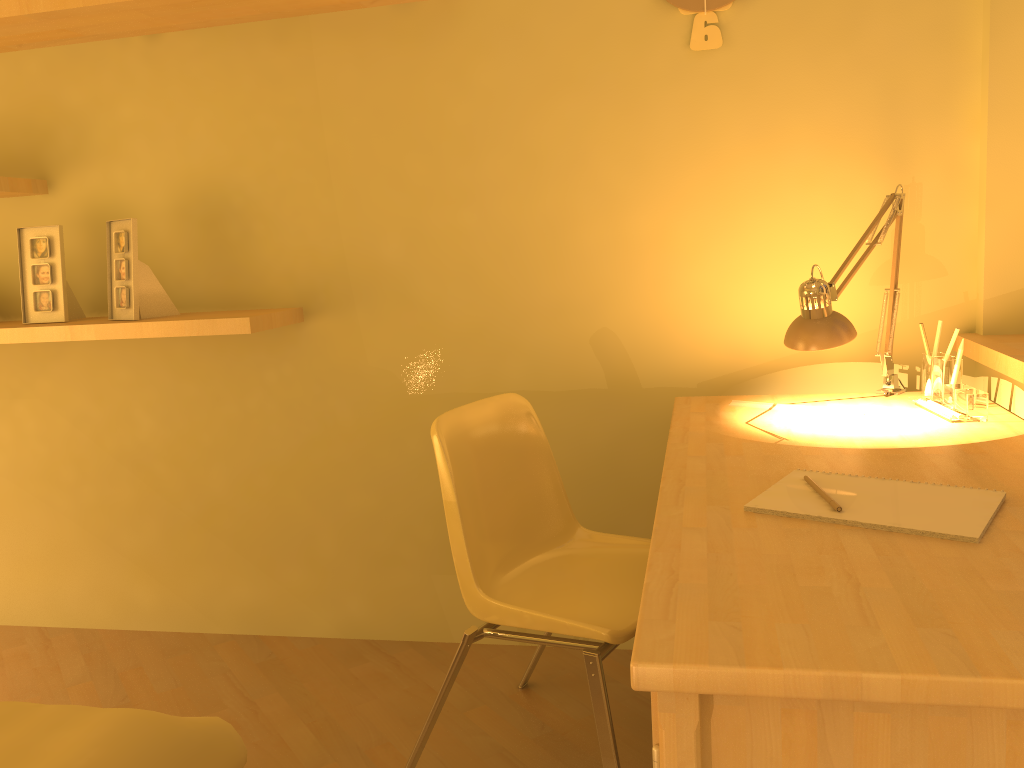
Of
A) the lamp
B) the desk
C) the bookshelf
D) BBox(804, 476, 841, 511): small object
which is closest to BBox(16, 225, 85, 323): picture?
the bookshelf

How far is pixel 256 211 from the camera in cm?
244

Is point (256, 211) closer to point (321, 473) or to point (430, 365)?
point (430, 365)

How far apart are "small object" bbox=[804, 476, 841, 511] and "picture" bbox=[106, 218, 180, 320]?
1.7 meters

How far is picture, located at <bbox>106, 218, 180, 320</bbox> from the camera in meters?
2.3 m

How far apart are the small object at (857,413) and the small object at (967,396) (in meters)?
0.14

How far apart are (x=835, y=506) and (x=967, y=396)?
0.7 meters

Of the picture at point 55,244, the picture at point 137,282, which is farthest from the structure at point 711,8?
the picture at point 55,244

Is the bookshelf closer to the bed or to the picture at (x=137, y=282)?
the picture at (x=137, y=282)

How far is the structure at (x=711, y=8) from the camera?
2.09m
